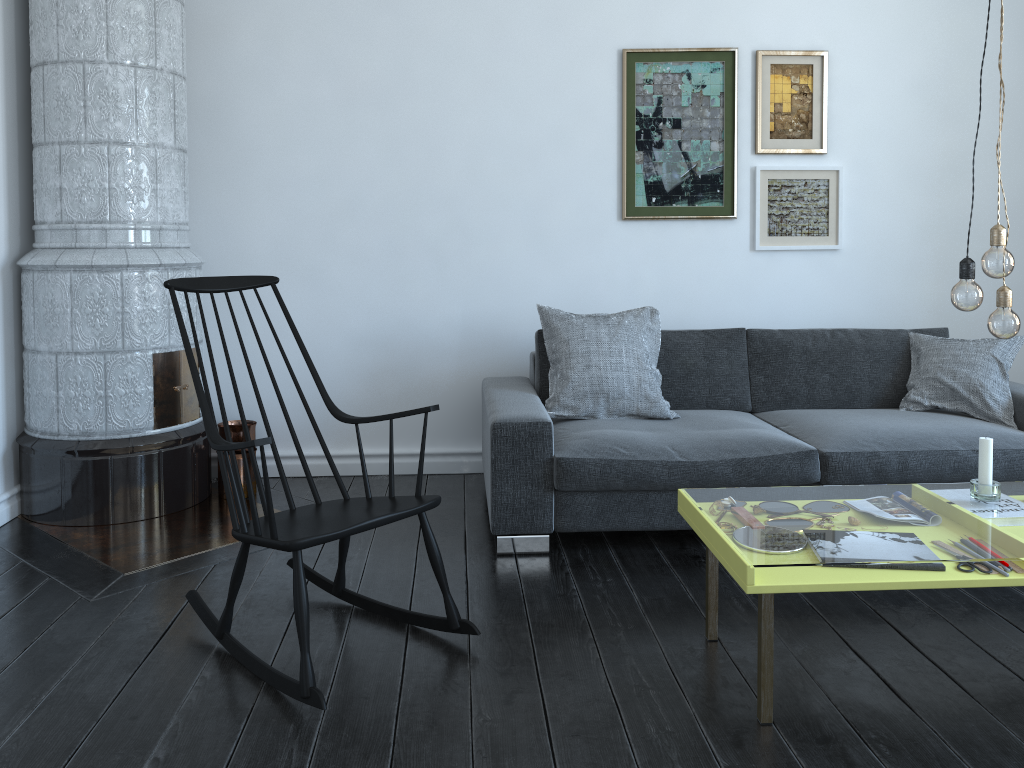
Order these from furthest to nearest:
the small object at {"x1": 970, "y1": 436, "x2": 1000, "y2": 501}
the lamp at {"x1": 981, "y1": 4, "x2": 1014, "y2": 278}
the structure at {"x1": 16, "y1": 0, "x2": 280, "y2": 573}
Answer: the structure at {"x1": 16, "y1": 0, "x2": 280, "y2": 573} < the small object at {"x1": 970, "y1": 436, "x2": 1000, "y2": 501} < the lamp at {"x1": 981, "y1": 4, "x2": 1014, "y2": 278}

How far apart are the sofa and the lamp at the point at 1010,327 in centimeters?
104cm

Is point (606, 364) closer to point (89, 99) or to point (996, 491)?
point (996, 491)

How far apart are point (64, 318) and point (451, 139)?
1.82m

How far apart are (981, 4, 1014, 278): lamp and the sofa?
1.1m

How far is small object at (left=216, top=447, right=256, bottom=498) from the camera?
3.9 meters

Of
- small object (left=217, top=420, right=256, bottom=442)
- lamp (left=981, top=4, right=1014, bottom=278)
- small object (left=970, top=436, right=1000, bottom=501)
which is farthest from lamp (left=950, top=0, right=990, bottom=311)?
small object (left=217, top=420, right=256, bottom=442)

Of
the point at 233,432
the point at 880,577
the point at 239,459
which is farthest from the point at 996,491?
the point at 233,432

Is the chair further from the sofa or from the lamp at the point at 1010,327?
the lamp at the point at 1010,327

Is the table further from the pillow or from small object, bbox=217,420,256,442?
small object, bbox=217,420,256,442
